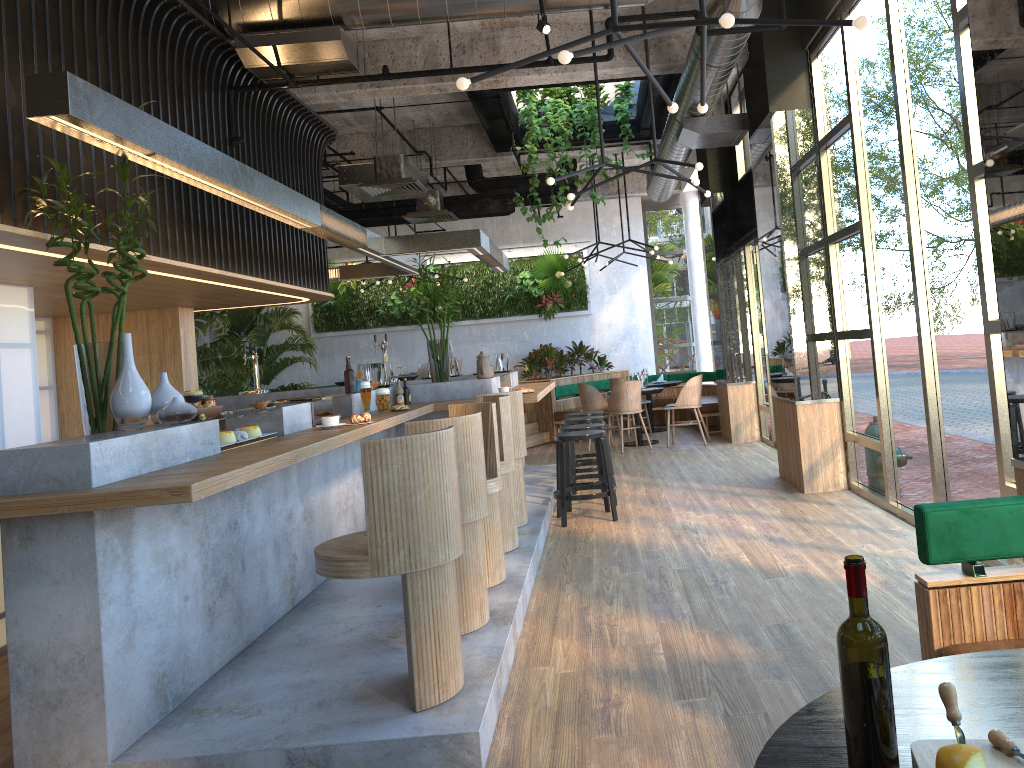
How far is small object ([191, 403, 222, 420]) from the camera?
3.87m

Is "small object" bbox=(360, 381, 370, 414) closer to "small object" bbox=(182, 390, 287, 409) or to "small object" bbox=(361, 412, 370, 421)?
"small object" bbox=(361, 412, 370, 421)

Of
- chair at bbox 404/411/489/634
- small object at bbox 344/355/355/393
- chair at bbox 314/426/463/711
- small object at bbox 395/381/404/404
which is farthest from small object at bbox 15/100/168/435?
small object at bbox 395/381/404/404

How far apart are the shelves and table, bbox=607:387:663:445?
6.3m

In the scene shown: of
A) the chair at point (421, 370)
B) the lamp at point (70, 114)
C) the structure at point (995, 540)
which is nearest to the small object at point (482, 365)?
the lamp at point (70, 114)

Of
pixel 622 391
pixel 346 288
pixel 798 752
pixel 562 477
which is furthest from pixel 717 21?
pixel 346 288

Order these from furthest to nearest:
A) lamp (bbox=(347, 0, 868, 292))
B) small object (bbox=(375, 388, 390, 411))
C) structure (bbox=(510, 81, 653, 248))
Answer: structure (bbox=(510, 81, 653, 248)), small object (bbox=(375, 388, 390, 411)), lamp (bbox=(347, 0, 868, 292))

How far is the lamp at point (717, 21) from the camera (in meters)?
3.52

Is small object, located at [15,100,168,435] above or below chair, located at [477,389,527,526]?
above

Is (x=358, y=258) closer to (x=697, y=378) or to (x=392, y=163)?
(x=392, y=163)
